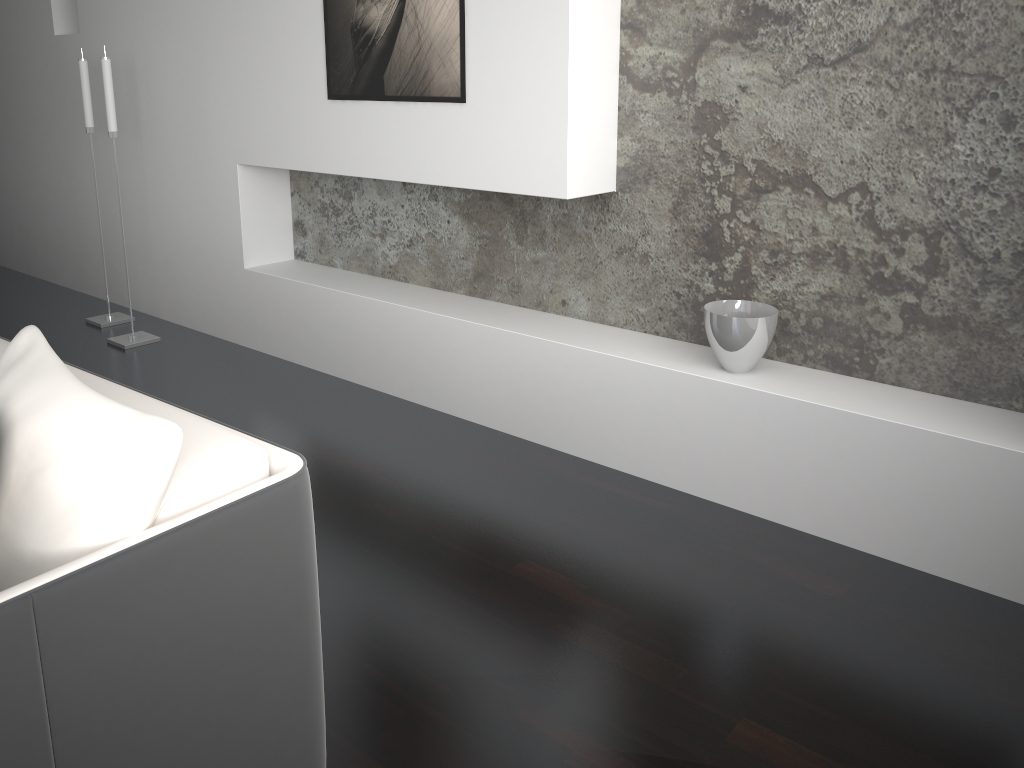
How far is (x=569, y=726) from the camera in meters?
1.8 m

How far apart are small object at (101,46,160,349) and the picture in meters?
1.2 m

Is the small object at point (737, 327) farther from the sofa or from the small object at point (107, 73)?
the small object at point (107, 73)

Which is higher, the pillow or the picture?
the picture

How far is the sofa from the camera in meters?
1.1 m

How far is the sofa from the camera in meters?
1.1

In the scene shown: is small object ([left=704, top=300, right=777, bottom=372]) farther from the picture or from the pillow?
the pillow

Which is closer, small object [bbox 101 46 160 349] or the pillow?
the pillow

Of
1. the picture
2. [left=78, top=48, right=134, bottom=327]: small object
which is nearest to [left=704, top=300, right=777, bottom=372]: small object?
the picture

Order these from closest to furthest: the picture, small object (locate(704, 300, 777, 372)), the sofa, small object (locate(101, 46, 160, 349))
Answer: the sofa, small object (locate(704, 300, 777, 372)), the picture, small object (locate(101, 46, 160, 349))
